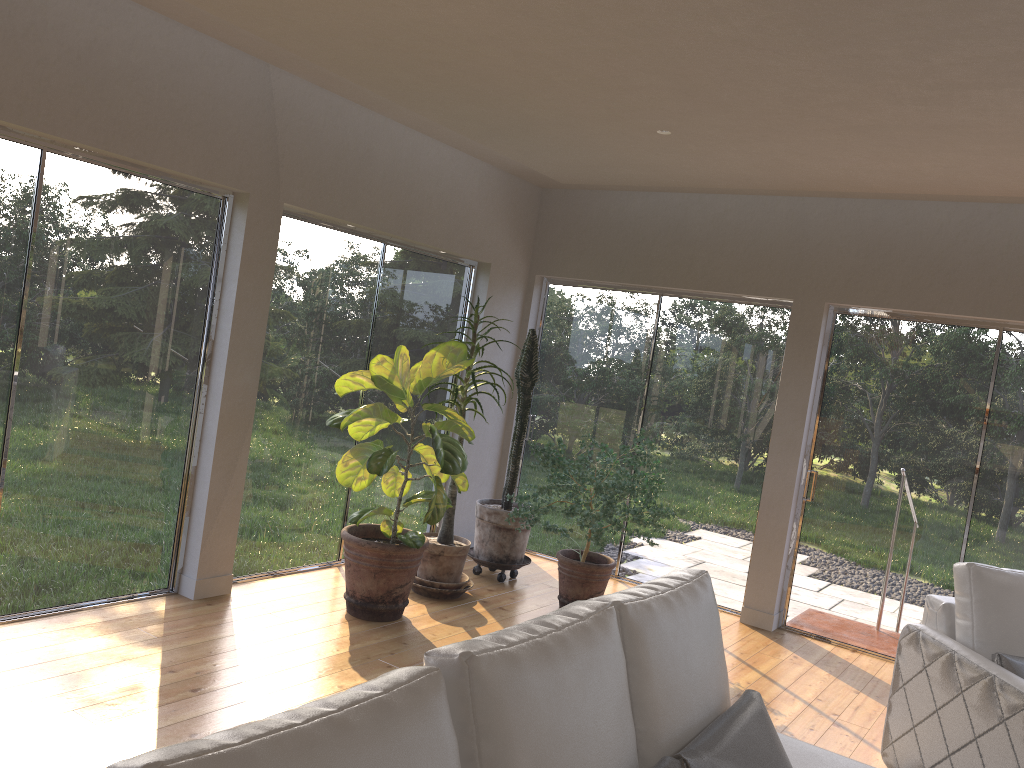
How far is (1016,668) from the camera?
3.4m

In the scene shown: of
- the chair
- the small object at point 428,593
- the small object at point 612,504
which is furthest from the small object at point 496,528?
the chair

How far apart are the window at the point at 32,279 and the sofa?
2.9 meters

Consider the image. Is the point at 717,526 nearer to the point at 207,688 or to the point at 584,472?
the point at 584,472

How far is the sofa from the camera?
1.3m

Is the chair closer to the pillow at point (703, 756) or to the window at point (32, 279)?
the pillow at point (703, 756)

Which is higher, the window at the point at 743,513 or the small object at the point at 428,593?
the window at the point at 743,513

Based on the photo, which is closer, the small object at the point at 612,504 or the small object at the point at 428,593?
the small object at the point at 612,504

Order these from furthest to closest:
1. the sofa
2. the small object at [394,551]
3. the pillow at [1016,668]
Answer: the small object at [394,551] < the pillow at [1016,668] < the sofa

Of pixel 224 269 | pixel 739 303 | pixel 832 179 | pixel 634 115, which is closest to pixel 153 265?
pixel 224 269
